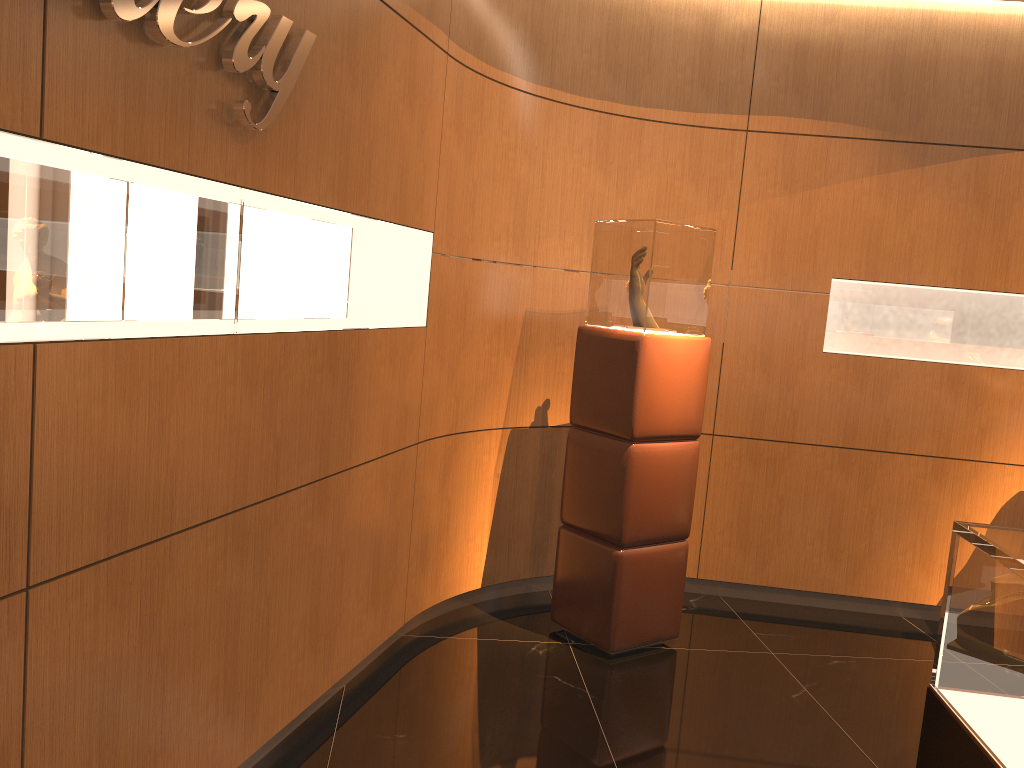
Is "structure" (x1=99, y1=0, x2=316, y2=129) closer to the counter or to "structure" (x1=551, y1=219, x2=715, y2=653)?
"structure" (x1=551, y1=219, x2=715, y2=653)

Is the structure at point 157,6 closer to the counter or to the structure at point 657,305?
the structure at point 657,305

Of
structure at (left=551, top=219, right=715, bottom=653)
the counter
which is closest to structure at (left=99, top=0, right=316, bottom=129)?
structure at (left=551, top=219, right=715, bottom=653)

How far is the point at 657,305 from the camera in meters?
3.9

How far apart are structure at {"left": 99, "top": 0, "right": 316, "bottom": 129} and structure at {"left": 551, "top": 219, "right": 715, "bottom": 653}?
1.8 meters

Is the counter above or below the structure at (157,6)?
below

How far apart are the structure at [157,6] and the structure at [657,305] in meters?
1.8 m

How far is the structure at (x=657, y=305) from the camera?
3.95m

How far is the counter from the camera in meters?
1.6 m

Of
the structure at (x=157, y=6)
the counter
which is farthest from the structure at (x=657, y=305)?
the counter
